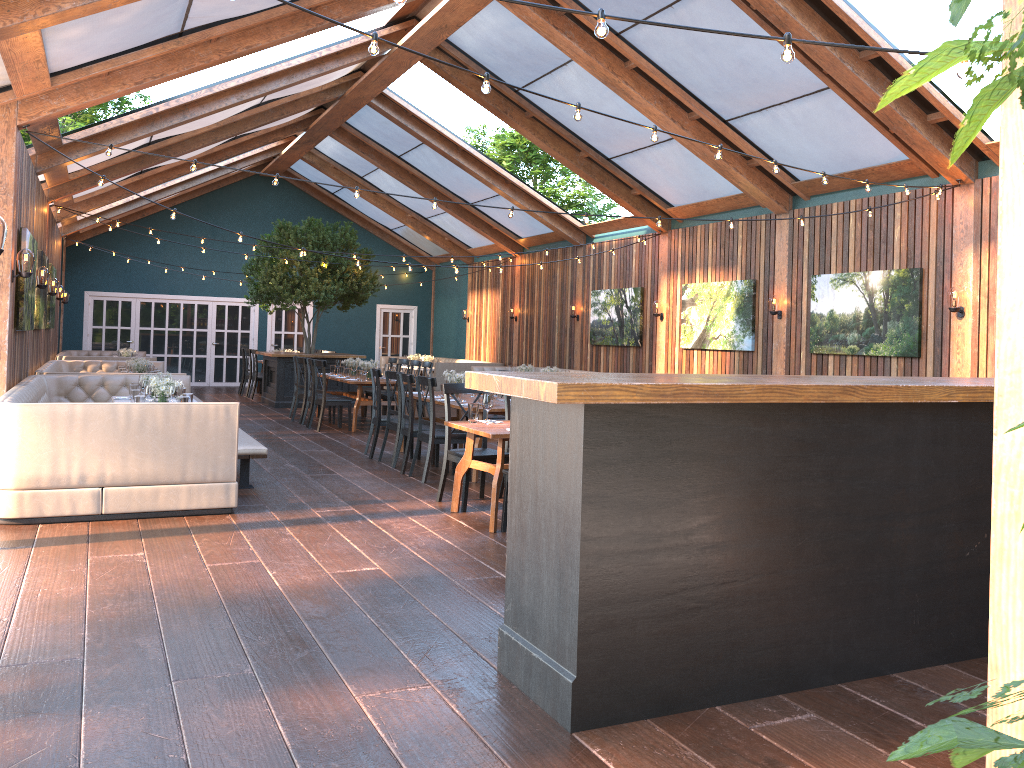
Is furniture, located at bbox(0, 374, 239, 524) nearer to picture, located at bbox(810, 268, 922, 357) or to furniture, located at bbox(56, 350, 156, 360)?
furniture, located at bbox(56, 350, 156, 360)

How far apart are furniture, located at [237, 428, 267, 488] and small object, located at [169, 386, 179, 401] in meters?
0.7

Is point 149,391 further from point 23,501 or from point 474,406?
point 474,406

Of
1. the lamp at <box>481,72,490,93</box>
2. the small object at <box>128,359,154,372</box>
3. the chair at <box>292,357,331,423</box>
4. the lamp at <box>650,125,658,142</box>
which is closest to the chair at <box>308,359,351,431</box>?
the chair at <box>292,357,331,423</box>

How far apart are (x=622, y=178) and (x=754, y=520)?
10.5 meters

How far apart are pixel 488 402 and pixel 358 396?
6.17m

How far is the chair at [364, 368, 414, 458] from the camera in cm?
1011

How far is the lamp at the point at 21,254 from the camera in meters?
8.0 m

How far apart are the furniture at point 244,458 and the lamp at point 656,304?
7.5m

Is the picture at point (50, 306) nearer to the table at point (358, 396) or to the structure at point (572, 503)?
the table at point (358, 396)
